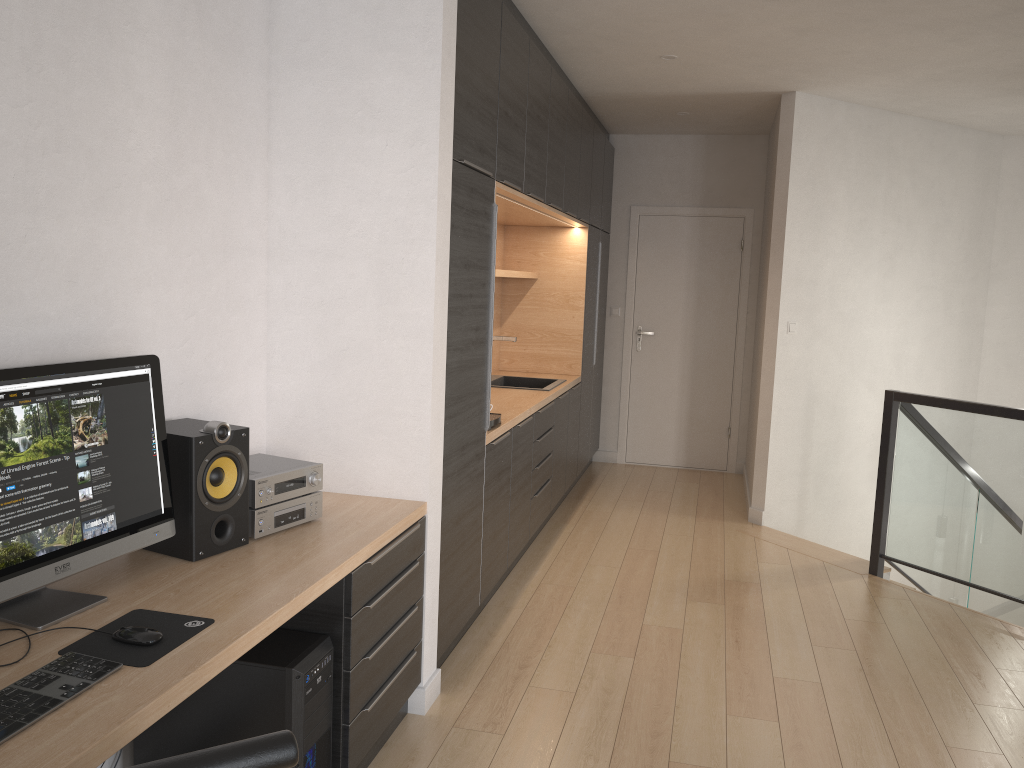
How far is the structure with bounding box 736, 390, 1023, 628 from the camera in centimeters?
417cm

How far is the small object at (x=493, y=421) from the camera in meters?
3.9

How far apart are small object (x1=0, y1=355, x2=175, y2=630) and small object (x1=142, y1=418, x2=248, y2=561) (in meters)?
0.04

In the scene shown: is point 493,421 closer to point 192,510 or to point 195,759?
point 192,510

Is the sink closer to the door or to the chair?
the door

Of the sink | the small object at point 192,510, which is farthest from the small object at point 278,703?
the sink

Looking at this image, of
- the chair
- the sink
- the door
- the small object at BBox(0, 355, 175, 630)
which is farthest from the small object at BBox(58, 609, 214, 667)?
the door

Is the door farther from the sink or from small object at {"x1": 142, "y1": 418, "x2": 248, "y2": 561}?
small object at {"x1": 142, "y1": 418, "x2": 248, "y2": 561}

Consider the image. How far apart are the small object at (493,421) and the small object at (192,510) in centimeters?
160cm

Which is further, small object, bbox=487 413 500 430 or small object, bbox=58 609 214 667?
small object, bbox=487 413 500 430
